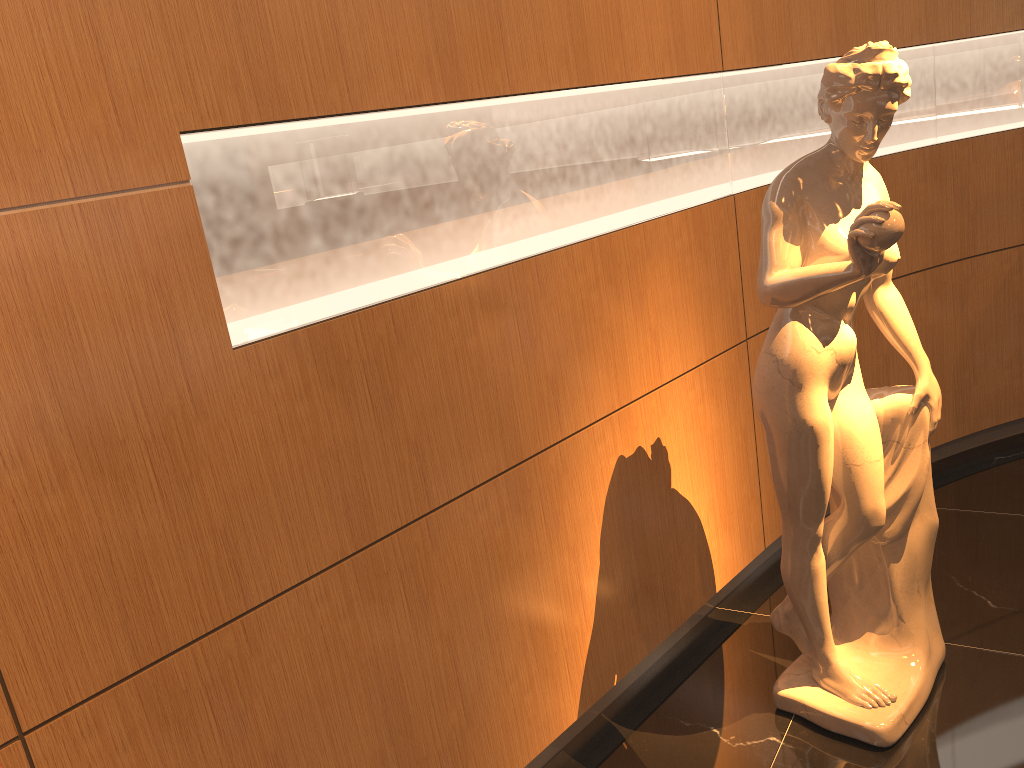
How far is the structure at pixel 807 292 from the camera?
2.11m

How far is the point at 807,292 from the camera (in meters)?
2.11

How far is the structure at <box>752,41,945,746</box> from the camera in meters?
2.1
